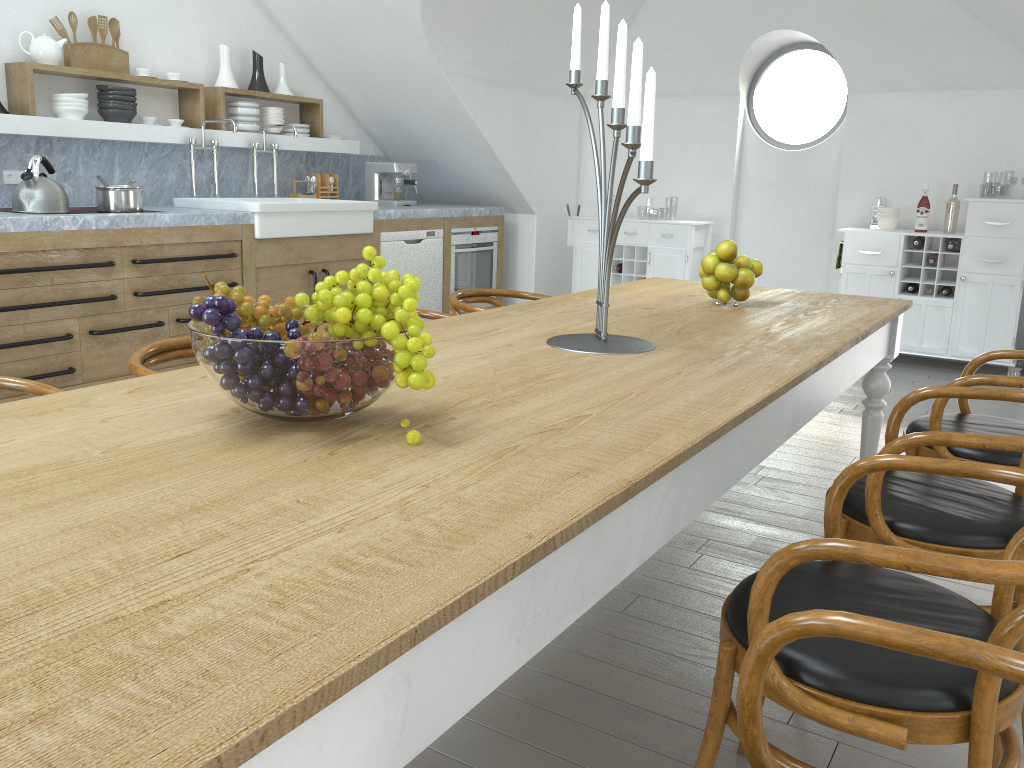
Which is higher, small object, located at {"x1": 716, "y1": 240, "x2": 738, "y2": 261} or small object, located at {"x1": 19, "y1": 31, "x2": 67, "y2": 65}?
small object, located at {"x1": 19, "y1": 31, "x2": 67, "y2": 65}

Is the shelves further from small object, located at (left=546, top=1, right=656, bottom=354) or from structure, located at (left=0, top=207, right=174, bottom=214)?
small object, located at (left=546, top=1, right=656, bottom=354)

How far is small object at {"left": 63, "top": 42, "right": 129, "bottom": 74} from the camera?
4.7 meters

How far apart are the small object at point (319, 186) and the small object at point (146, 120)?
1.3m

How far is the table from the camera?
0.70m

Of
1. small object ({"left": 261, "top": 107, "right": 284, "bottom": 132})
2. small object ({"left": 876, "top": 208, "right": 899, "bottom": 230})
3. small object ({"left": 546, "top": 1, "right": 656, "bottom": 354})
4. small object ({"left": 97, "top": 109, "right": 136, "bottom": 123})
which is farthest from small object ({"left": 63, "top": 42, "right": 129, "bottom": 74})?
small object ({"left": 876, "top": 208, "right": 899, "bottom": 230})

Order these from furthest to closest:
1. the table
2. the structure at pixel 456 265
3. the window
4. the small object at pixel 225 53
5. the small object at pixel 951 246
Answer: the window → the structure at pixel 456 265 → the small object at pixel 951 246 → the small object at pixel 225 53 → the table

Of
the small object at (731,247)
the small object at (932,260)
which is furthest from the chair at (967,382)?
the small object at (932,260)

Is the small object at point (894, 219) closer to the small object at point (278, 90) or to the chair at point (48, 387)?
the small object at point (278, 90)

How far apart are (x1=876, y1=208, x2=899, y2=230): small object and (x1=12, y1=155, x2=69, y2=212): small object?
5.0 meters
